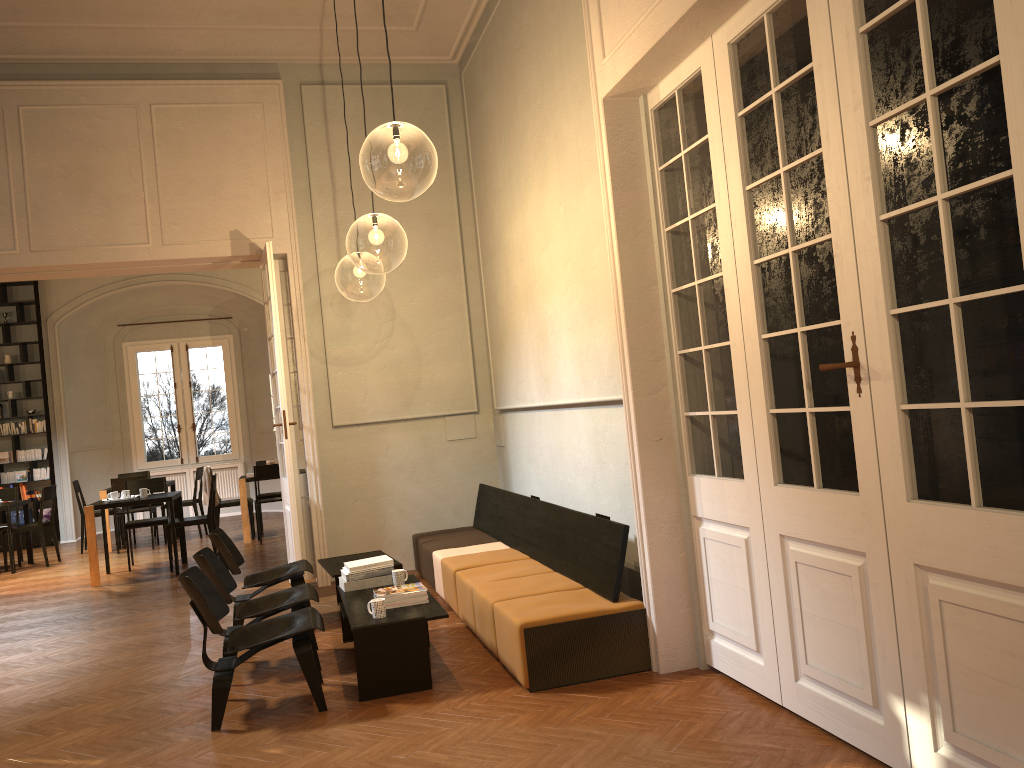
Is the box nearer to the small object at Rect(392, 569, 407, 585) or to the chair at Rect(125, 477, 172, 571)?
the chair at Rect(125, 477, 172, 571)

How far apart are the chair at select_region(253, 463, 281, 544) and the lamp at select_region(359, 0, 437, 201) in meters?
4.0 m

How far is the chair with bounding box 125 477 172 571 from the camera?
10.8 meters

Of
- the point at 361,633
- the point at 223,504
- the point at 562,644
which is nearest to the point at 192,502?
the point at 223,504

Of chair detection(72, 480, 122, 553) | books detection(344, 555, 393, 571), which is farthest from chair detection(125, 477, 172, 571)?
books detection(344, 555, 393, 571)

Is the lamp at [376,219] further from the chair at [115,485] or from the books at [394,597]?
the chair at [115,485]

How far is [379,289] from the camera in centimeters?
1516cm

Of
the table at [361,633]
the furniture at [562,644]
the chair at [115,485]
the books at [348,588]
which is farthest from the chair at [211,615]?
the chair at [115,485]

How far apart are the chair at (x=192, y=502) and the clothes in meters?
1.1

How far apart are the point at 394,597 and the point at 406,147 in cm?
376
